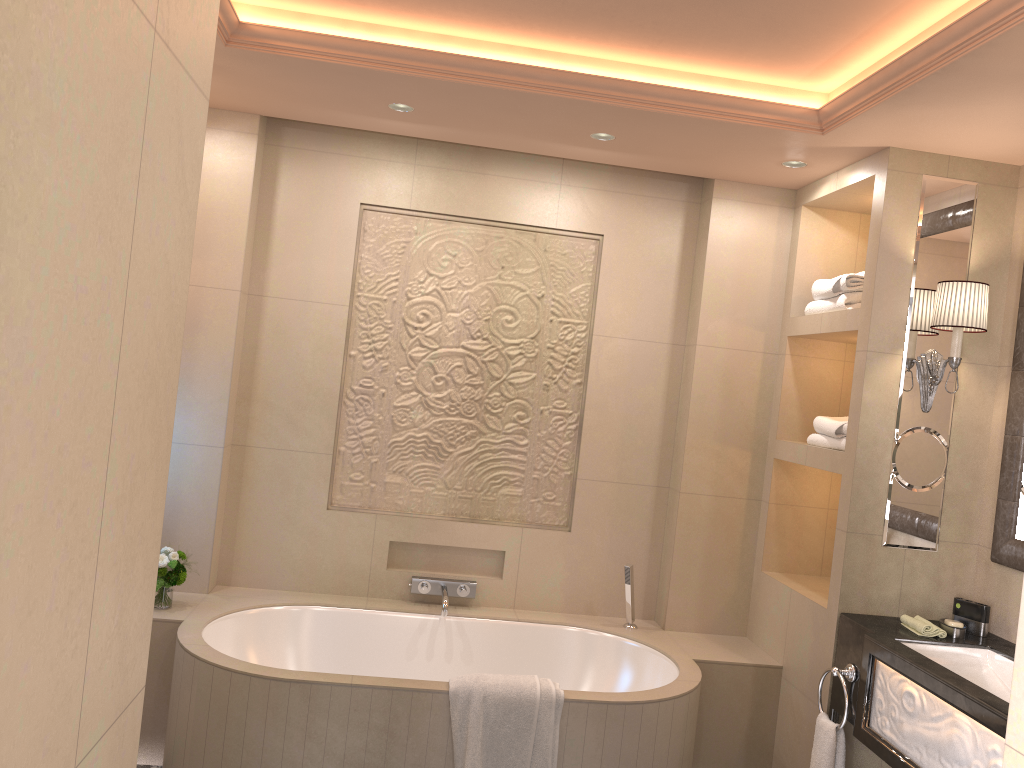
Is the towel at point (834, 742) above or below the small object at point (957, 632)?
below

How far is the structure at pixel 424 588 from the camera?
3.8m

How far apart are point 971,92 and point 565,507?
2.25m

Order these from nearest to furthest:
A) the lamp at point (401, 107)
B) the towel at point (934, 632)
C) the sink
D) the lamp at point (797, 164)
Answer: the sink < the towel at point (934, 632) < the lamp at point (401, 107) < the lamp at point (797, 164)

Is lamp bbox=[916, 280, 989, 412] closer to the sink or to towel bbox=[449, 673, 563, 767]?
the sink

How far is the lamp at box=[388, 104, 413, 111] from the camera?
3.3m

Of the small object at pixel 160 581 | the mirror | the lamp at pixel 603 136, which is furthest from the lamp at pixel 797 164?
the small object at pixel 160 581

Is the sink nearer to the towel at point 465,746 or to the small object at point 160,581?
the towel at point 465,746

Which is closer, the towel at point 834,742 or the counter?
the counter

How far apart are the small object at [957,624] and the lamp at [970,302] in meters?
0.7
